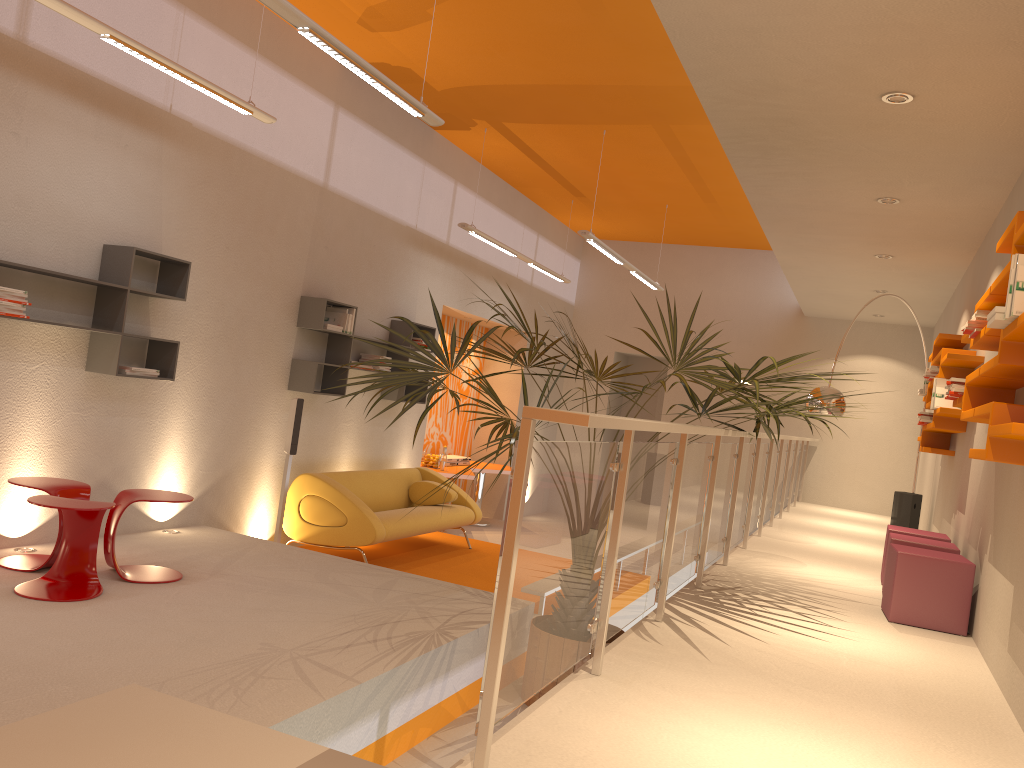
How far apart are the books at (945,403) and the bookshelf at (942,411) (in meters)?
0.06

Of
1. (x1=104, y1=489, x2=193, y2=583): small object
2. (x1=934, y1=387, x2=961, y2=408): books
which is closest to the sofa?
(x1=104, y1=489, x2=193, y2=583): small object

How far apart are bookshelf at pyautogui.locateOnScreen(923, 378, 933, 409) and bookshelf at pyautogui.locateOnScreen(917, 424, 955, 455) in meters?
0.3 m

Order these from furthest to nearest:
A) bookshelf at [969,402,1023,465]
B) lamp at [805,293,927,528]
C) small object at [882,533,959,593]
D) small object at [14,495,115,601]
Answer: lamp at [805,293,927,528], small object at [882,533,959,593], small object at [14,495,115,601], bookshelf at [969,402,1023,465]

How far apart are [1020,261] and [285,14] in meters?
3.1

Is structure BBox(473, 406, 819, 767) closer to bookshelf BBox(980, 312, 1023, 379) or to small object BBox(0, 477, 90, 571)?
bookshelf BBox(980, 312, 1023, 379)

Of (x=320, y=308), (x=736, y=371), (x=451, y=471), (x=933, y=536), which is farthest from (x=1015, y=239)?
(x=451, y=471)

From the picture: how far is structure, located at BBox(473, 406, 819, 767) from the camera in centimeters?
216cm

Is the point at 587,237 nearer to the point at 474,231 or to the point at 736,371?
the point at 474,231

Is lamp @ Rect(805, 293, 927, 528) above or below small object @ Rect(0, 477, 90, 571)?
above
